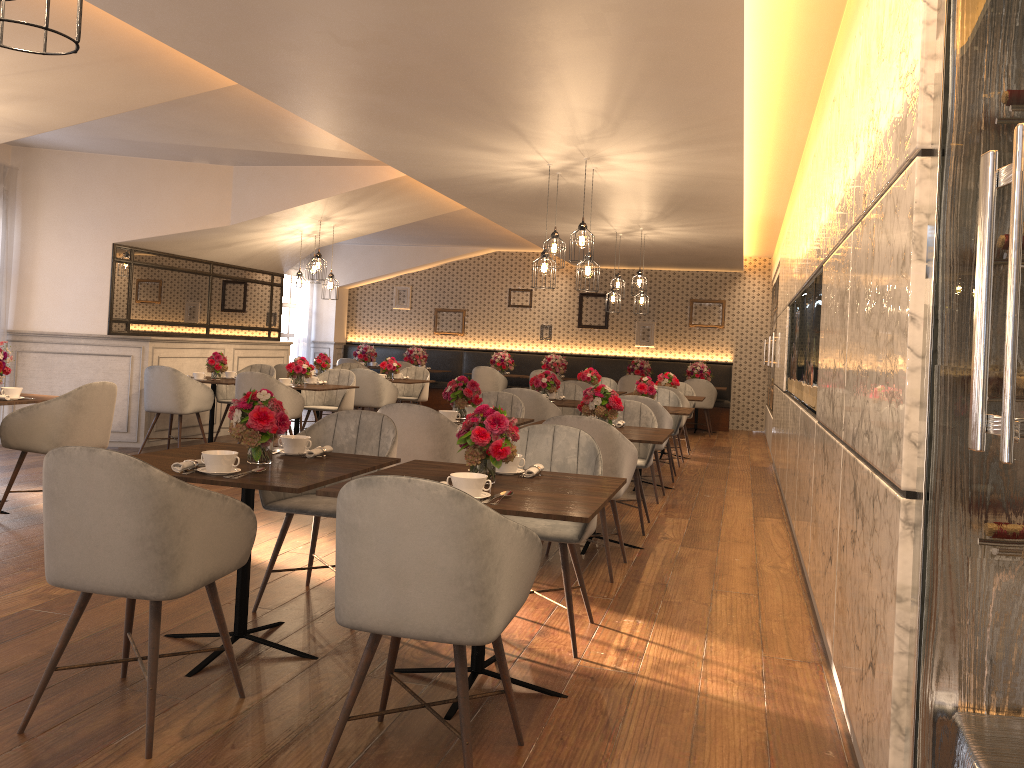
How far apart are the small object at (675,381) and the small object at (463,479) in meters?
7.7 m

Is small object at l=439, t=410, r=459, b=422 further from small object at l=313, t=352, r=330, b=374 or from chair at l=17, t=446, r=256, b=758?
small object at l=313, t=352, r=330, b=374

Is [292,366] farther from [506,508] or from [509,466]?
[506,508]

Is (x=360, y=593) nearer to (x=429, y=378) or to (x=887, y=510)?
(x=887, y=510)

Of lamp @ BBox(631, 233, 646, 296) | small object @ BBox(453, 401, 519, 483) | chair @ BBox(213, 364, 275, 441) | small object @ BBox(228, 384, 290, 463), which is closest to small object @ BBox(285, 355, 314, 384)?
chair @ BBox(213, 364, 275, 441)

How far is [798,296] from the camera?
6.7 meters

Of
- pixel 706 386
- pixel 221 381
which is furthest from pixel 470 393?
pixel 706 386

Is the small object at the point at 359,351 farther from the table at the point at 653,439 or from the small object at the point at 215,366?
the table at the point at 653,439

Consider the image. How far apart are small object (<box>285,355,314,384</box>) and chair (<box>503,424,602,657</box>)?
5.0m

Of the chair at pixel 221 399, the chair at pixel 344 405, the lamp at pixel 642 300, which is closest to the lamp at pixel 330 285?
the chair at pixel 344 405
